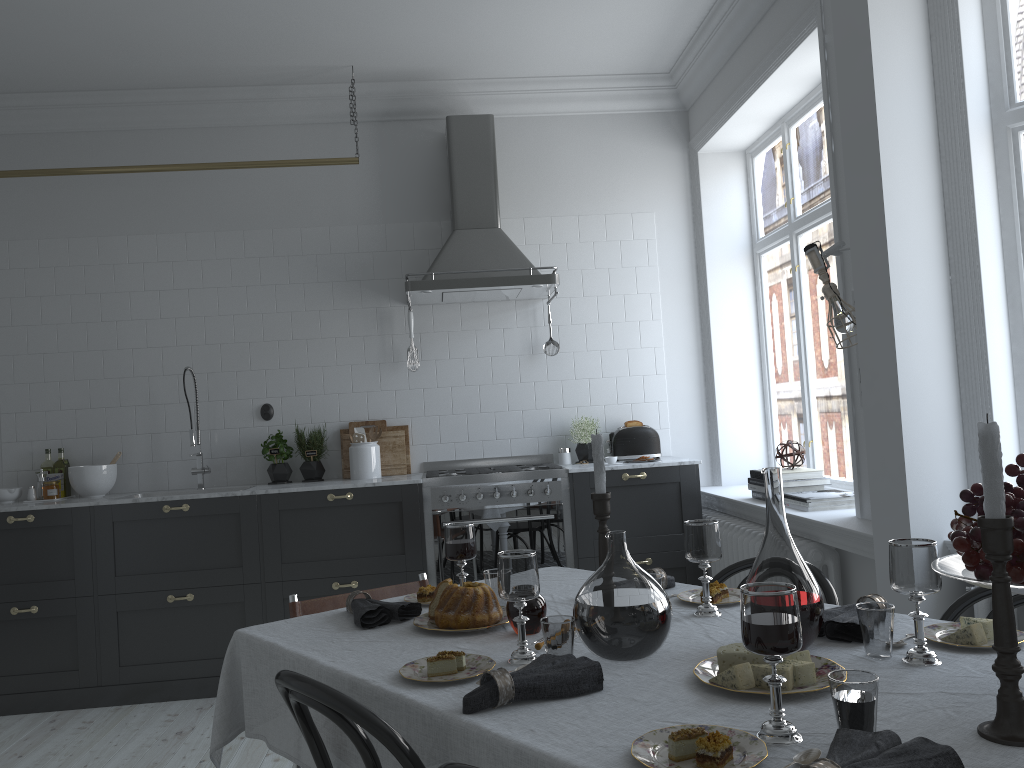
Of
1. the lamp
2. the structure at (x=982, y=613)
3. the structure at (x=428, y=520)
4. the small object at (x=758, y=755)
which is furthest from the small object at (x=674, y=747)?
the structure at (x=428, y=520)

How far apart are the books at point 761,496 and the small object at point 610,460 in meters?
0.8

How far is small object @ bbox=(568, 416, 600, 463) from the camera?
5.2 meters

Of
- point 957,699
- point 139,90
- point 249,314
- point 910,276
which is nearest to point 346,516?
point 249,314

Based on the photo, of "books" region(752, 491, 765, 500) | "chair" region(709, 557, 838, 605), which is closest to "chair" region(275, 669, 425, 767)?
"chair" region(709, 557, 838, 605)

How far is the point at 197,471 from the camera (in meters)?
5.03

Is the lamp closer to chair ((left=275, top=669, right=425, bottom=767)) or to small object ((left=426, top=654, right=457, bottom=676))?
small object ((left=426, top=654, right=457, bottom=676))

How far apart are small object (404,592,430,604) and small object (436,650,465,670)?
0.72m

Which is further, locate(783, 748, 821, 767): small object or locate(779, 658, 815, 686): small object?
locate(779, 658, 815, 686): small object

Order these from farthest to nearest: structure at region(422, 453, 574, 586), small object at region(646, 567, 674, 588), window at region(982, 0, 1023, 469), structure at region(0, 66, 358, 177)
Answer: structure at region(0, 66, 358, 177) < structure at region(422, 453, 574, 586) < window at region(982, 0, 1023, 469) < small object at region(646, 567, 674, 588)
